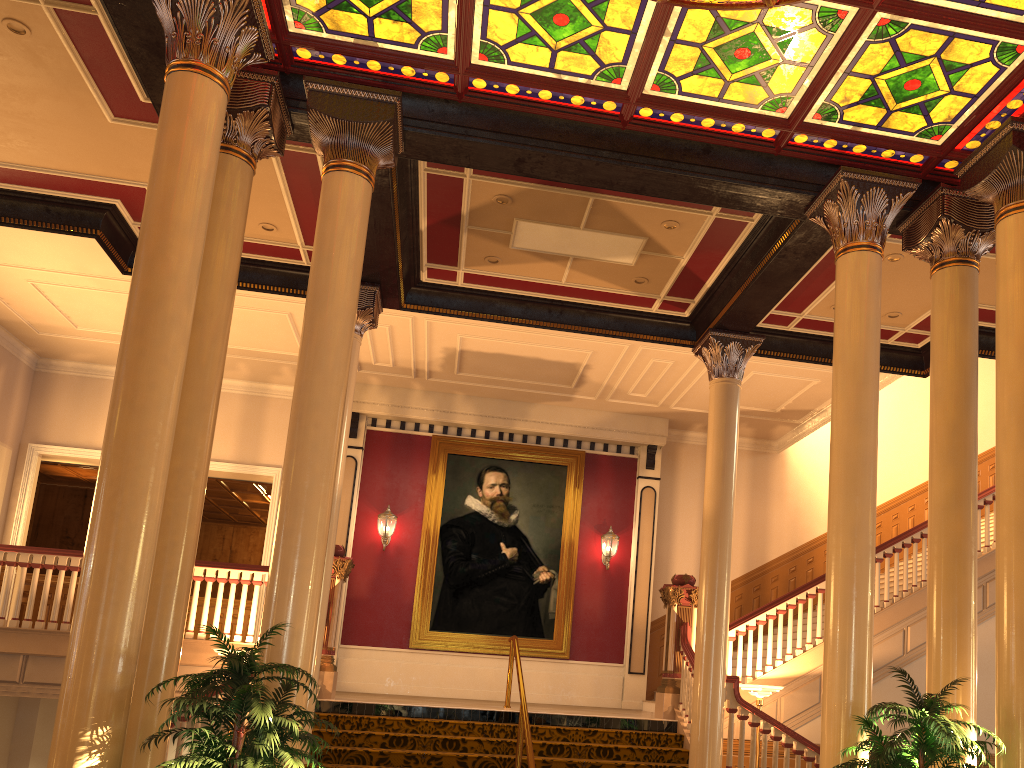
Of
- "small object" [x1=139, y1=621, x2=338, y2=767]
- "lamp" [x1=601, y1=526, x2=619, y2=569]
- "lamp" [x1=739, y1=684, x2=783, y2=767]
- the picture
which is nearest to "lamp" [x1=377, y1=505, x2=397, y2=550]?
the picture

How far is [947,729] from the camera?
4.8 meters

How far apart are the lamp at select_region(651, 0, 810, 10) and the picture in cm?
938

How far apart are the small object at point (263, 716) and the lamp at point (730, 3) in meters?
4.7

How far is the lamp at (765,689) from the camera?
9.3m

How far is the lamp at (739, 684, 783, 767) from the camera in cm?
932

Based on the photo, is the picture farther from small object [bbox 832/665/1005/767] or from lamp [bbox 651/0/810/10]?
lamp [bbox 651/0/810/10]

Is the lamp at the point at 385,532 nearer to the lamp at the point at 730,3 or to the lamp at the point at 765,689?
the lamp at the point at 765,689

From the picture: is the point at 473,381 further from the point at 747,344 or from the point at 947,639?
the point at 947,639

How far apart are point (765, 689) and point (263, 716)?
6.4m
